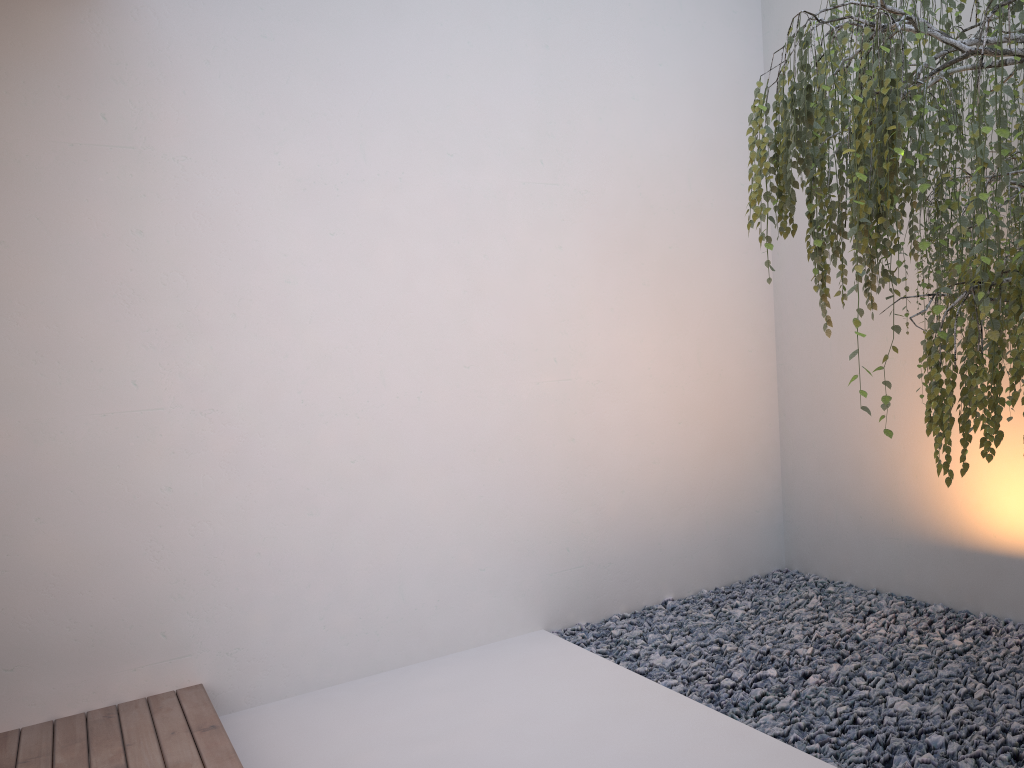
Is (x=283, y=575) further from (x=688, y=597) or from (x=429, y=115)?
(x=429, y=115)

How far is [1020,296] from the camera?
1.8 meters

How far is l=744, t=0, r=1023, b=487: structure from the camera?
1.8 meters

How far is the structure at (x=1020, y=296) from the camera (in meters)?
1.79
